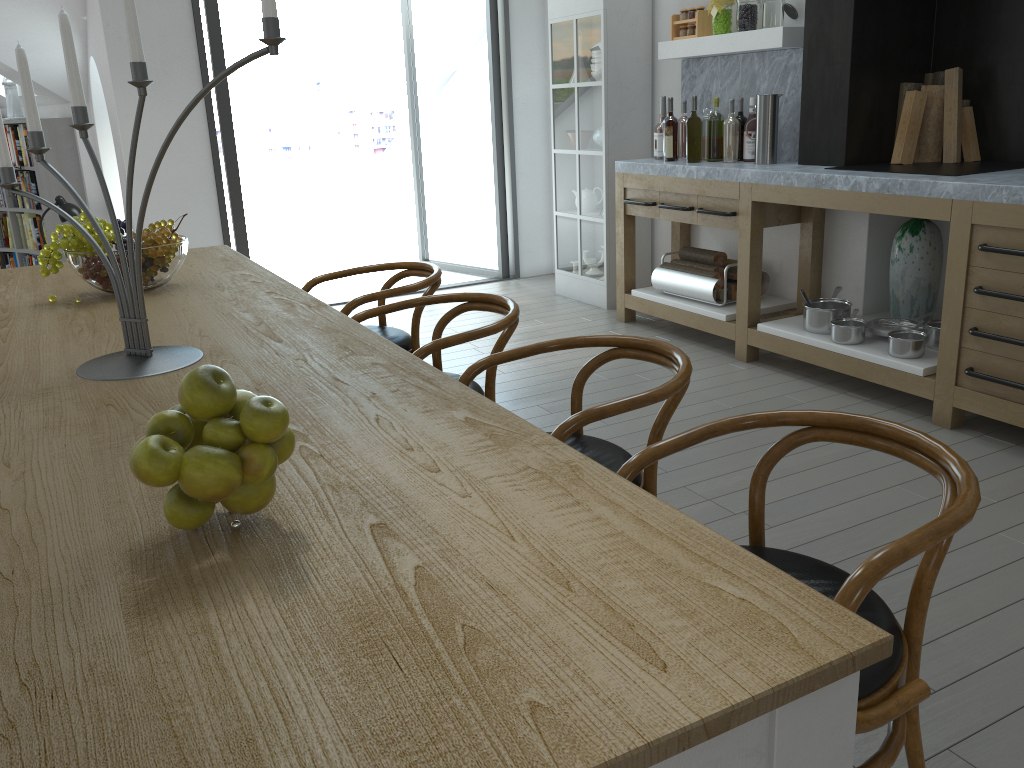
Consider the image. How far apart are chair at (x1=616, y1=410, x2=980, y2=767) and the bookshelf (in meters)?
7.31

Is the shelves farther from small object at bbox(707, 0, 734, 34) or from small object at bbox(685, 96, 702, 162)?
small object at bbox(685, 96, 702, 162)

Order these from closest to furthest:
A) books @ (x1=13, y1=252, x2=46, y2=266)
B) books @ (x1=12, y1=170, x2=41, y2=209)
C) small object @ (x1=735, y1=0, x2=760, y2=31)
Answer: small object @ (x1=735, y1=0, x2=760, y2=31), books @ (x1=12, y1=170, x2=41, y2=209), books @ (x1=13, y1=252, x2=46, y2=266)

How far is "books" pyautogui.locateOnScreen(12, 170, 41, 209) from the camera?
7.8m

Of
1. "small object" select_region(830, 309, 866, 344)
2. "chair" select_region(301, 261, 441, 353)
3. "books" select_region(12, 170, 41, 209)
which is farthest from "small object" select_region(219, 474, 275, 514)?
"books" select_region(12, 170, 41, 209)

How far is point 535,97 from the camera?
6.6 meters

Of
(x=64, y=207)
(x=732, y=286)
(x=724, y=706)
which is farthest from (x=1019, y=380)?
(x=64, y=207)

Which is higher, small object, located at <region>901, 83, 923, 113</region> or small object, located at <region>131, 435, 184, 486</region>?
small object, located at <region>901, 83, 923, 113</region>

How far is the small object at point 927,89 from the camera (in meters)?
4.03

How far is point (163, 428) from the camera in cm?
111
